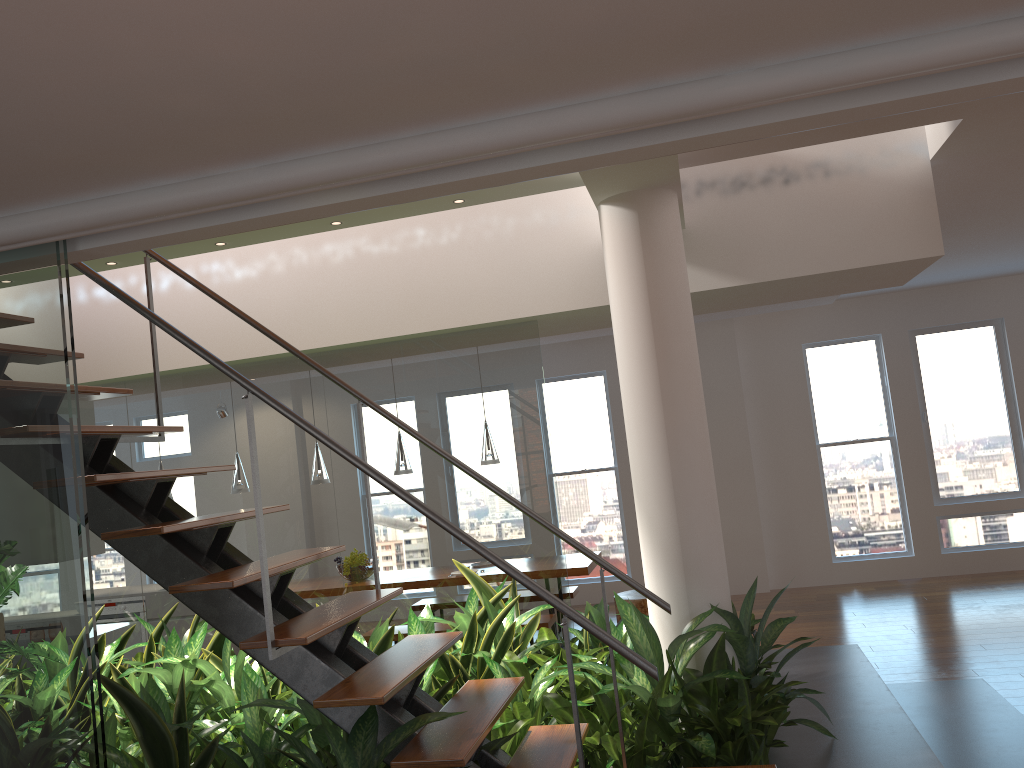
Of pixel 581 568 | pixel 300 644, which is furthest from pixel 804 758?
pixel 581 568

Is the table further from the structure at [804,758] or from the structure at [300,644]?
the structure at [300,644]

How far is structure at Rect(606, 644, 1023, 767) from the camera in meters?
3.3

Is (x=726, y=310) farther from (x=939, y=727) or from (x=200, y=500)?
(x=200, y=500)

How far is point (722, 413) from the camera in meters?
8.7

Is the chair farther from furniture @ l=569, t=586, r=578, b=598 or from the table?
furniture @ l=569, t=586, r=578, b=598

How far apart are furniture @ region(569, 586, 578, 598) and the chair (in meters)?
0.63

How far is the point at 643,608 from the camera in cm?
669

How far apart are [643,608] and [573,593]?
0.9 meters

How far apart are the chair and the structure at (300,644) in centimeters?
388cm
